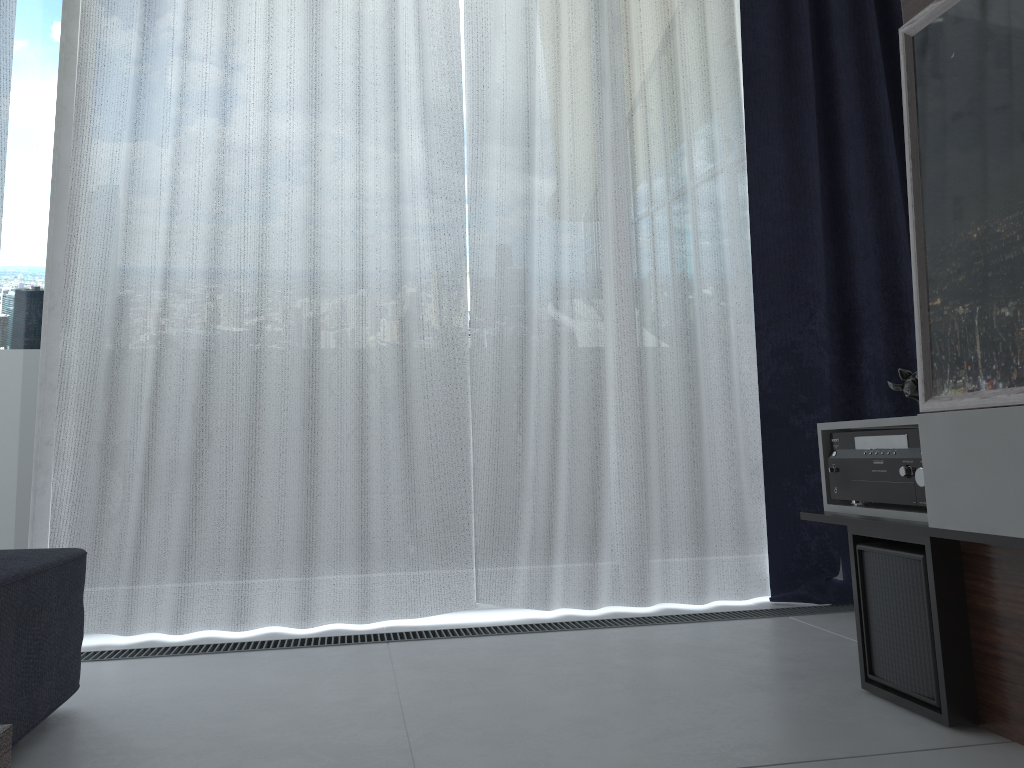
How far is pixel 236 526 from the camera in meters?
2.4

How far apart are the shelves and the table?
1.3m

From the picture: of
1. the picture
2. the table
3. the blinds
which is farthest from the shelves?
the table

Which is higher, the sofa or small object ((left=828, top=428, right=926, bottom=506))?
small object ((left=828, top=428, right=926, bottom=506))

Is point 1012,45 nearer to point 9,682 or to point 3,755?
point 3,755

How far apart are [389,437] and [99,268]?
0.9 meters

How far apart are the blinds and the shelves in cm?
74

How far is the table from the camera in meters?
0.4

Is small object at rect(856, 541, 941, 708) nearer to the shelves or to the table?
the shelves

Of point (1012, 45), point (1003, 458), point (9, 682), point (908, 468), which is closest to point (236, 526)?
point (9, 682)
